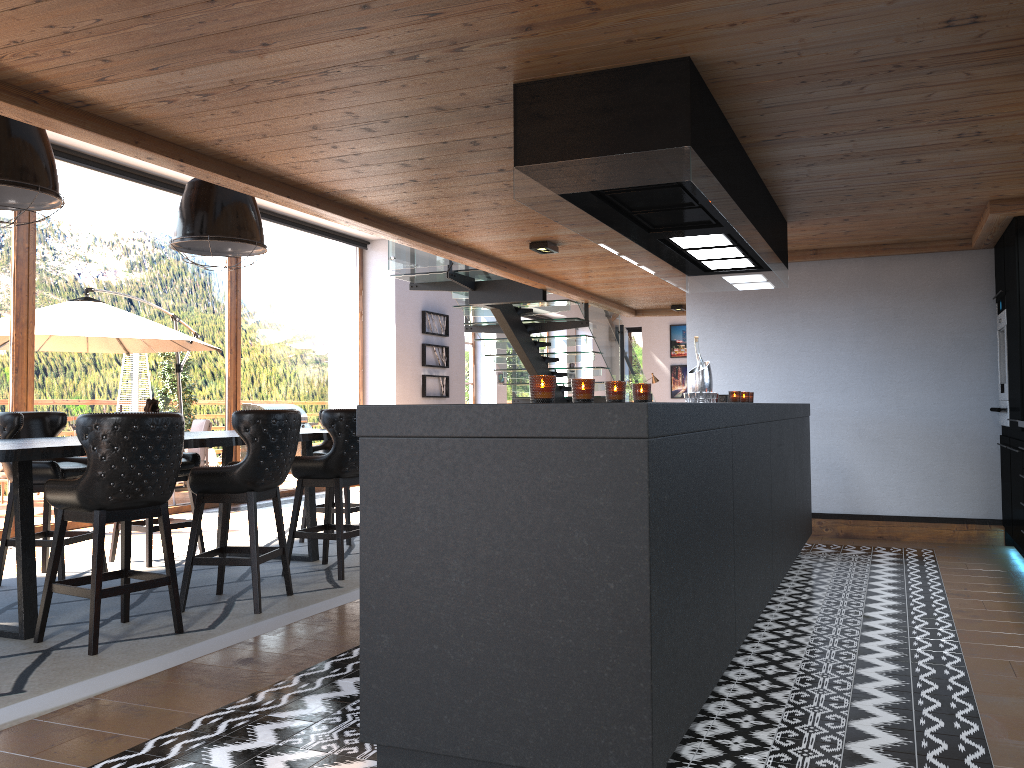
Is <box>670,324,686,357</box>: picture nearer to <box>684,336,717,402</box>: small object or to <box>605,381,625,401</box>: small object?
<box>684,336,717,402</box>: small object

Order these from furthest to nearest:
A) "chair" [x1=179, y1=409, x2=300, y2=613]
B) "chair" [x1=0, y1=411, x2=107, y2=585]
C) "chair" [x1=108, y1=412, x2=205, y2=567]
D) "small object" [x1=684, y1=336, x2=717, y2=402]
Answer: Result: "chair" [x1=108, y1=412, x2=205, y2=567] < "small object" [x1=684, y1=336, x2=717, y2=402] < "chair" [x1=0, y1=411, x2=107, y2=585] < "chair" [x1=179, y1=409, x2=300, y2=613]

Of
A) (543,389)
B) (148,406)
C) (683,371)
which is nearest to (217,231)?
(148,406)

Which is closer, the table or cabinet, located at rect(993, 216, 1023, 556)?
the table

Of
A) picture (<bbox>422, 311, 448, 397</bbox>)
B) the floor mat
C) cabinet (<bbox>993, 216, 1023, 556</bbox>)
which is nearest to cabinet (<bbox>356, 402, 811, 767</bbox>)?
cabinet (<bbox>993, 216, 1023, 556</bbox>)

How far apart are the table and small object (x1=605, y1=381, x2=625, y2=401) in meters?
2.6 m

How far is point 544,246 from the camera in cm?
684

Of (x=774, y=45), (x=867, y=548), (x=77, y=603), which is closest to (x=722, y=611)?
(x=774, y=45)

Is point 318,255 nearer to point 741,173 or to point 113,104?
point 113,104

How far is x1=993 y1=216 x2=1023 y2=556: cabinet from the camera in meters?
5.7 m
